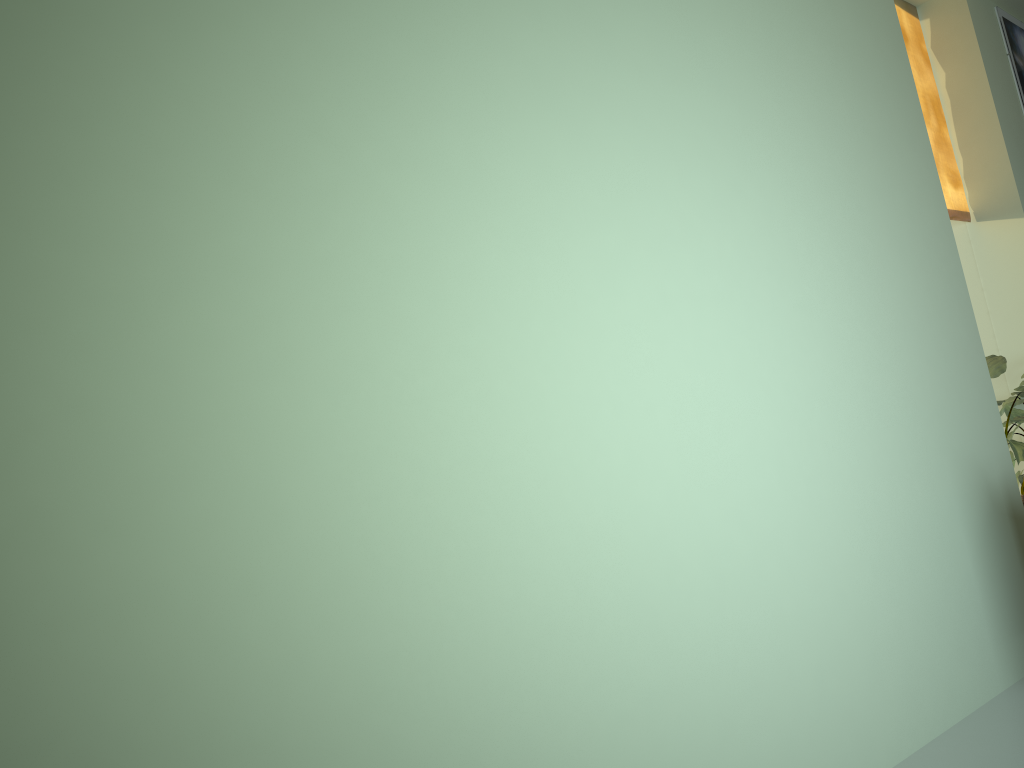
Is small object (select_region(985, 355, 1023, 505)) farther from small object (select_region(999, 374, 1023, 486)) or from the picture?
the picture

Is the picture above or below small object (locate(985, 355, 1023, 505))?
above

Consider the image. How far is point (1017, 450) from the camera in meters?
3.2

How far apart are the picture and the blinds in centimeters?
48cm

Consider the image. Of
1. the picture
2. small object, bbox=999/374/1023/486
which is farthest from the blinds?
small object, bbox=999/374/1023/486

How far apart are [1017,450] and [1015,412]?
0.4 meters

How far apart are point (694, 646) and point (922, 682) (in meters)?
0.97

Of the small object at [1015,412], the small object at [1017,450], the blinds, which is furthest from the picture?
the small object at [1017,450]

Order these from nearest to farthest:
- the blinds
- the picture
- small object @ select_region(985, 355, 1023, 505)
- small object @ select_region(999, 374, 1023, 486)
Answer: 1. small object @ select_region(985, 355, 1023, 505)
2. small object @ select_region(999, 374, 1023, 486)
3. the blinds
4. the picture

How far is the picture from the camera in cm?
422
